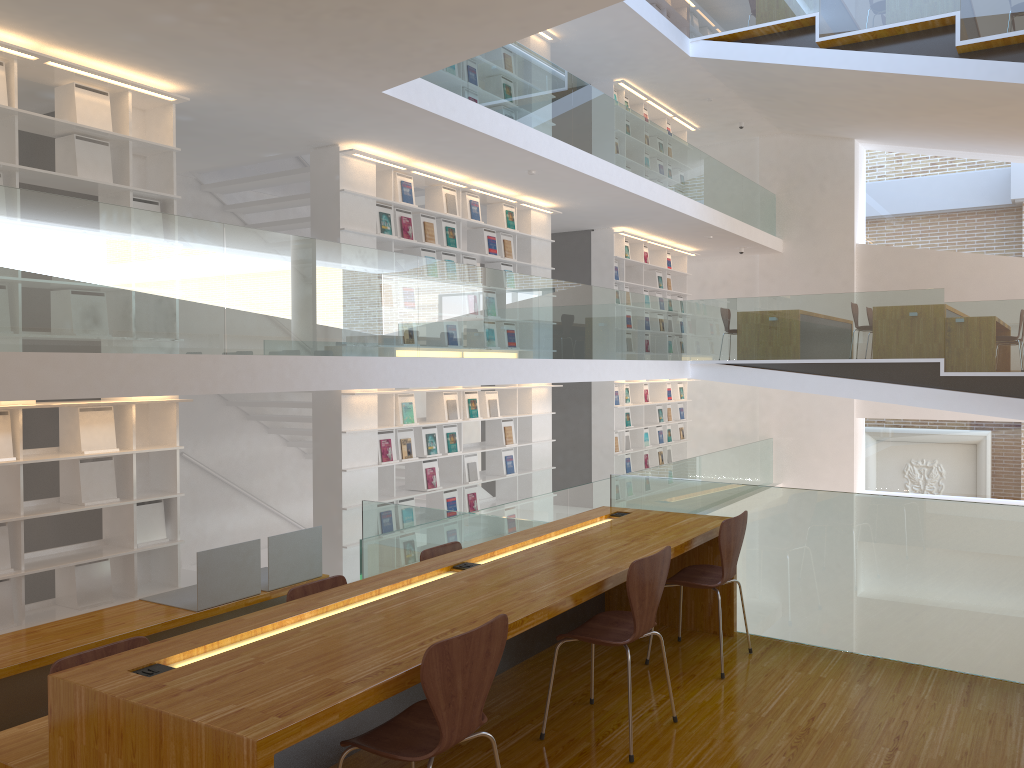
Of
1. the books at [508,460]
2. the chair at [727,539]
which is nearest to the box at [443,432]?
the books at [508,460]

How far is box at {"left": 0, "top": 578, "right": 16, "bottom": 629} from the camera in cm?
524

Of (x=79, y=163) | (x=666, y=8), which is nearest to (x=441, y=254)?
(x=79, y=163)

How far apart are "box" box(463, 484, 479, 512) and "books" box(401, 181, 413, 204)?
3.0 meters

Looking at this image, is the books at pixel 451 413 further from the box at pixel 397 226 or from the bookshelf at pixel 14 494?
the bookshelf at pixel 14 494

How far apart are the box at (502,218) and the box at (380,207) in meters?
1.9 m

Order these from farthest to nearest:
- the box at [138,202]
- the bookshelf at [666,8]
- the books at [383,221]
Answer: the bookshelf at [666,8], the books at [383,221], the box at [138,202]

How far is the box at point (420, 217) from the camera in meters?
8.5 m

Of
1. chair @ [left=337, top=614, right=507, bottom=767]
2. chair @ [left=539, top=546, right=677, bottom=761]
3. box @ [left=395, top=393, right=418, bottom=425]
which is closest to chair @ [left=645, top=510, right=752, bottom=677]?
chair @ [left=539, top=546, right=677, bottom=761]

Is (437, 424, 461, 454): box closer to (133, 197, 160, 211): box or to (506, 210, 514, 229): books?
(506, 210, 514, 229): books
